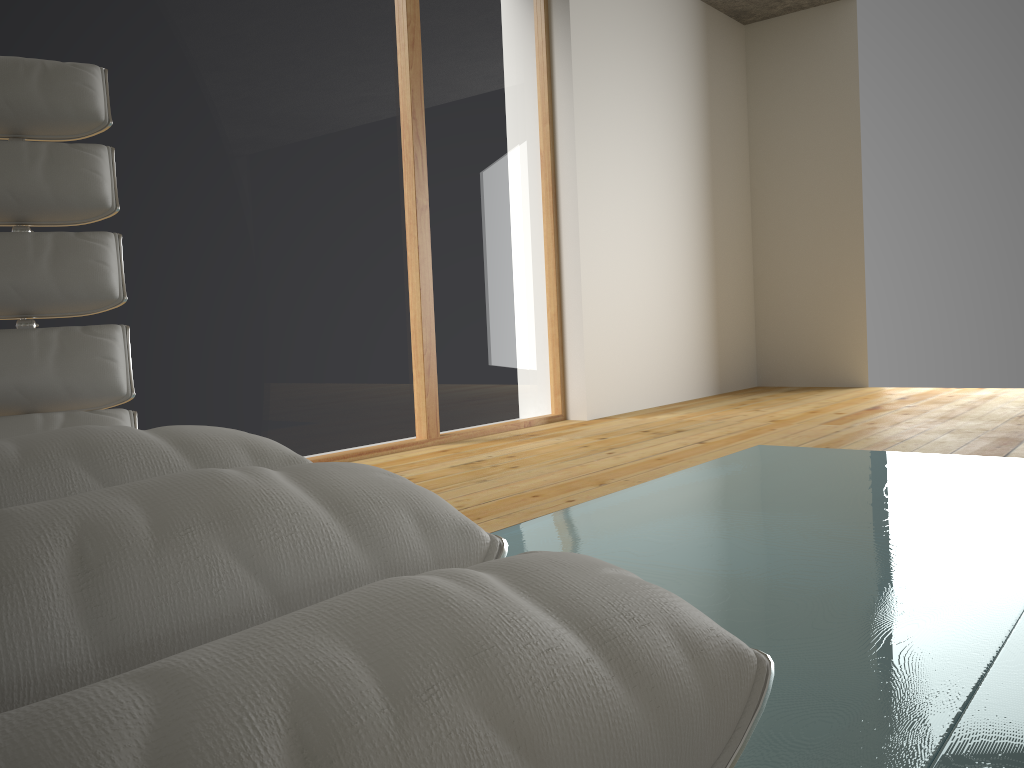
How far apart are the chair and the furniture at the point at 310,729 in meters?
0.8

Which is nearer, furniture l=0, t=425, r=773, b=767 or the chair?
furniture l=0, t=425, r=773, b=767

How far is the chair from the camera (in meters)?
1.29

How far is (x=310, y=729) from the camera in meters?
0.2

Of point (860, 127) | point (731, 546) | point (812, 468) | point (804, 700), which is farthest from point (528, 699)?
point (860, 127)

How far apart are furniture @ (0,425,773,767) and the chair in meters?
0.8

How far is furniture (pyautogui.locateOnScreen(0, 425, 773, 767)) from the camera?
0.2 meters

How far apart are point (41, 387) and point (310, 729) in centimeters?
122cm

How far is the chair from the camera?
1.3 meters
